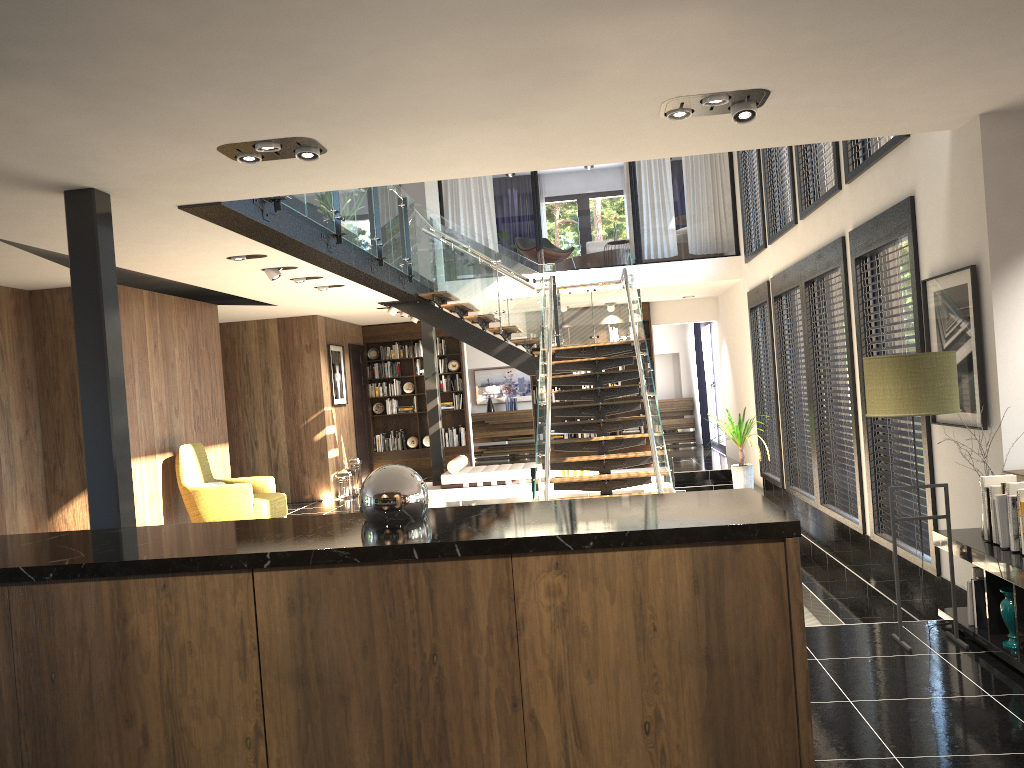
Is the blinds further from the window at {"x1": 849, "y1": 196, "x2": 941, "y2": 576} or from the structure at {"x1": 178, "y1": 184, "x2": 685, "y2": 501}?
the window at {"x1": 849, "y1": 196, "x2": 941, "y2": 576}

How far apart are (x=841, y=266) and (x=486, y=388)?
11.5 meters

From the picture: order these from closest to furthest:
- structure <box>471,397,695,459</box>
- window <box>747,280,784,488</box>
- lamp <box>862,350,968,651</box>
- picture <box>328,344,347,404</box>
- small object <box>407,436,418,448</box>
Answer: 1. lamp <box>862,350,968,651</box>
2. window <box>747,280,784,488</box>
3. picture <box>328,344,347,404</box>
4. small object <box>407,436,418,448</box>
5. structure <box>471,397,695,459</box>

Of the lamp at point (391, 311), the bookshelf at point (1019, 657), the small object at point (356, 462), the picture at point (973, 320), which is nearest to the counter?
the bookshelf at point (1019, 657)

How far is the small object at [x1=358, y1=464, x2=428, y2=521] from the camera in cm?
276

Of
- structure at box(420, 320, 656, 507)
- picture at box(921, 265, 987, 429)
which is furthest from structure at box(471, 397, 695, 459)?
picture at box(921, 265, 987, 429)

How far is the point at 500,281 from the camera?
11.3m

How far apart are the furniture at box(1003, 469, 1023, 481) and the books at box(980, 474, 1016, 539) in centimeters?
23cm

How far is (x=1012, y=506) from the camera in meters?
4.1

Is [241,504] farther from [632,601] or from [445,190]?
[445,190]
